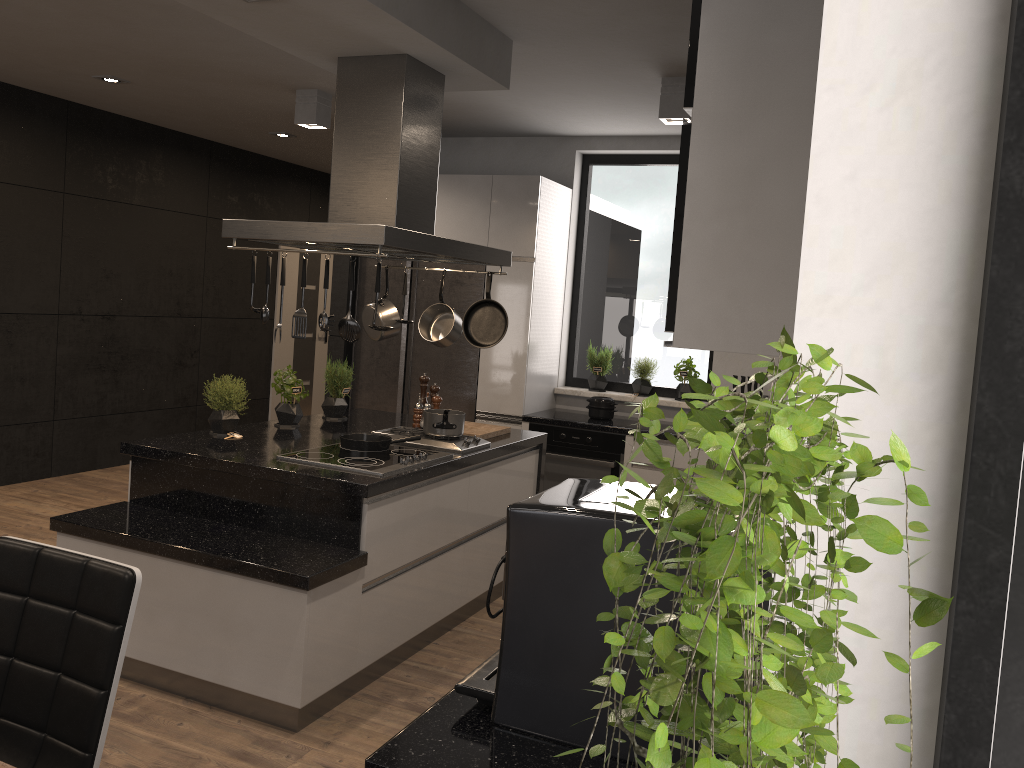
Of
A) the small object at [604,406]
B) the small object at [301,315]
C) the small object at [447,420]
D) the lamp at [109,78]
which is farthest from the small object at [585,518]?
the lamp at [109,78]

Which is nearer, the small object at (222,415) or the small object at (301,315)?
the small object at (301,315)

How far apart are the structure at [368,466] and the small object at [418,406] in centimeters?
74cm

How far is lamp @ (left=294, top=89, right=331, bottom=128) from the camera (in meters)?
5.37

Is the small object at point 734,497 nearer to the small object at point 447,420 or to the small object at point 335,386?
the small object at point 447,420

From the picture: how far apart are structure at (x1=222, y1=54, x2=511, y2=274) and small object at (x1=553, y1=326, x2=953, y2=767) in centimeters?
271cm

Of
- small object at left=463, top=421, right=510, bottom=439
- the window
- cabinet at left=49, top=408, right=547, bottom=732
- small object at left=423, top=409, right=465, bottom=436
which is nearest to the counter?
the window

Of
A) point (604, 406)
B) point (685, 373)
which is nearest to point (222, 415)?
point (604, 406)

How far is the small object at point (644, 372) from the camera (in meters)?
6.14

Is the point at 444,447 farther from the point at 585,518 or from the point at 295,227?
the point at 585,518
